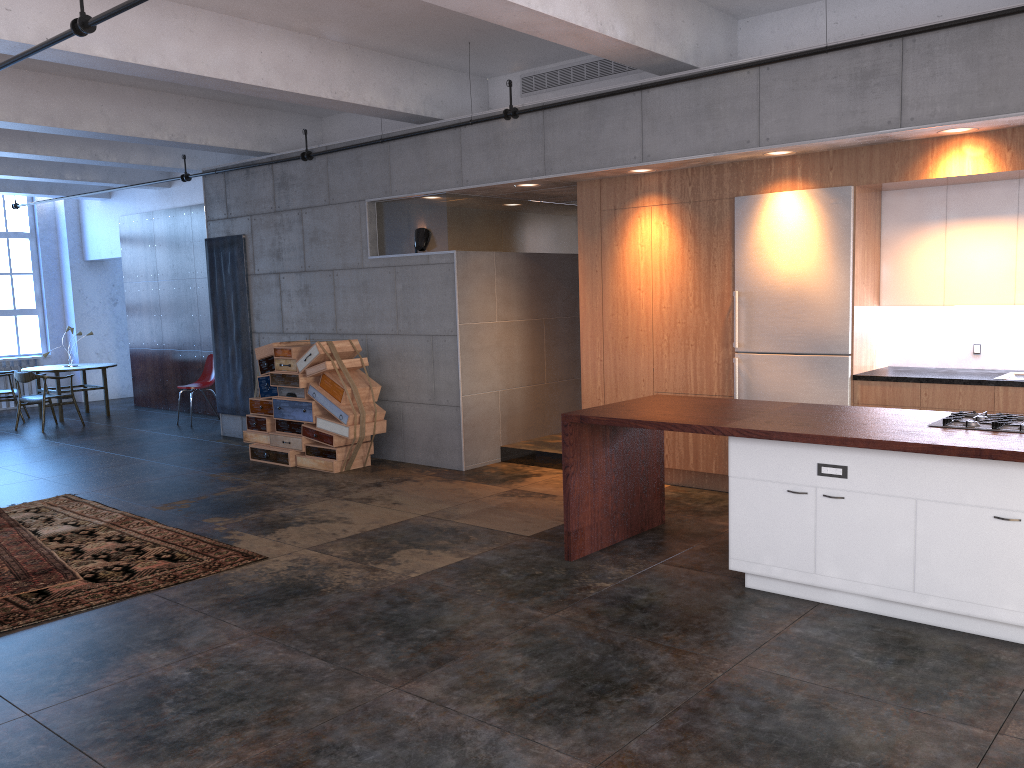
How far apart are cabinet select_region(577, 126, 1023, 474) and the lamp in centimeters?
166cm

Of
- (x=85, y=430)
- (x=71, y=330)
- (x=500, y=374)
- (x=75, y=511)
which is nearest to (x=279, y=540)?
(x=75, y=511)

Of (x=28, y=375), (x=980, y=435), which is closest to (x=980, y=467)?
(x=980, y=435)

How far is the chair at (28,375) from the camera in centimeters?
1238cm

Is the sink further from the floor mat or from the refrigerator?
the floor mat

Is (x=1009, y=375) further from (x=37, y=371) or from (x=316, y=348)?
(x=37, y=371)

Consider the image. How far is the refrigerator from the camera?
6.5m

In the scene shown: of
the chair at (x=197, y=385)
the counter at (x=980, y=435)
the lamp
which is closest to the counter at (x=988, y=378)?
the counter at (x=980, y=435)

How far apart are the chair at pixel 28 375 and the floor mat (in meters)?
5.58

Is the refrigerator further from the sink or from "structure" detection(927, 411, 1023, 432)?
"structure" detection(927, 411, 1023, 432)
